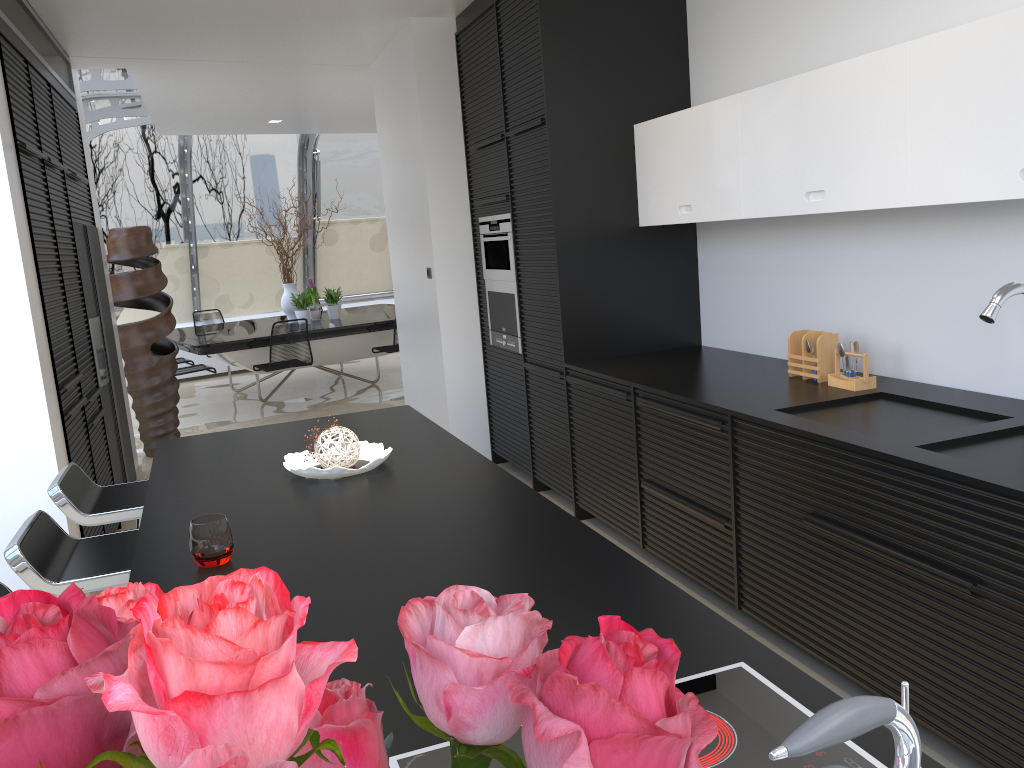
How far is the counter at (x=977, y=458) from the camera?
2.4 meters

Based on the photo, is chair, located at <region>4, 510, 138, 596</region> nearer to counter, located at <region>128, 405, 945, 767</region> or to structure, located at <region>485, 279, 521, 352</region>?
counter, located at <region>128, 405, 945, 767</region>

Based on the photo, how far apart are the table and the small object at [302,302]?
0.1m

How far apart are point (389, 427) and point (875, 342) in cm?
198

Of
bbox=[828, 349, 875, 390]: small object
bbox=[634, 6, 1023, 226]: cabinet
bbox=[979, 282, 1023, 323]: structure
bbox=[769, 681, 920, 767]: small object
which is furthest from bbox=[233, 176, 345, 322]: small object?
bbox=[769, 681, 920, 767]: small object

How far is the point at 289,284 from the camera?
9.7 meters

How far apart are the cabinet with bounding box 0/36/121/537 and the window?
2.2m

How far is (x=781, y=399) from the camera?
3.3 meters

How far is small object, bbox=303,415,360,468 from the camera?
2.72m

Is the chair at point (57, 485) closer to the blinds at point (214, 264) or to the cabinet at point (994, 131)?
the cabinet at point (994, 131)
